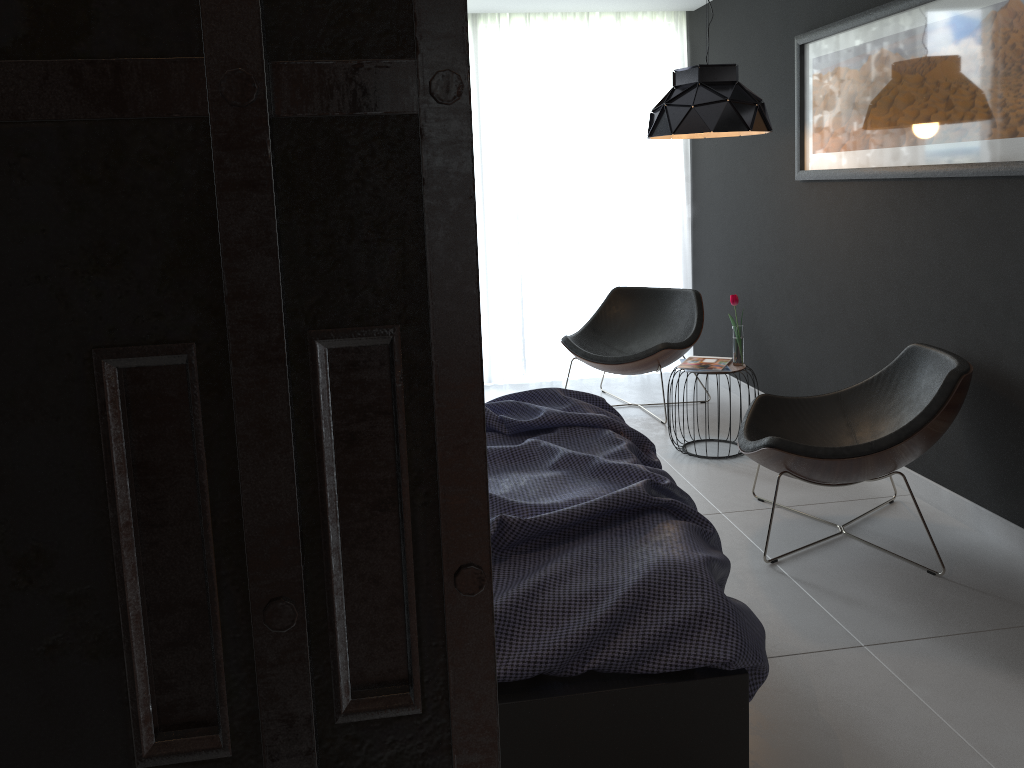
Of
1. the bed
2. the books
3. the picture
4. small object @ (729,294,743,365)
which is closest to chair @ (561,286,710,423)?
the books

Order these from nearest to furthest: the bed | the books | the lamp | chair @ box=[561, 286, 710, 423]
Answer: the bed, the lamp, the books, chair @ box=[561, 286, 710, 423]

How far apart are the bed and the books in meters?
1.2 m

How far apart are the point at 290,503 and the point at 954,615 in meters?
2.8 m

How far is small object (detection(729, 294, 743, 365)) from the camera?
4.3 meters

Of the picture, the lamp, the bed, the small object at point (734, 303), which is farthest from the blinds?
the bed

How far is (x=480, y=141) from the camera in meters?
5.8 m

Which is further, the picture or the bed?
the picture

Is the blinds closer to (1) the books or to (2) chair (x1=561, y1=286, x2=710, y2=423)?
(2) chair (x1=561, y1=286, x2=710, y2=423)

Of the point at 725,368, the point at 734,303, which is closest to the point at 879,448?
the point at 725,368
